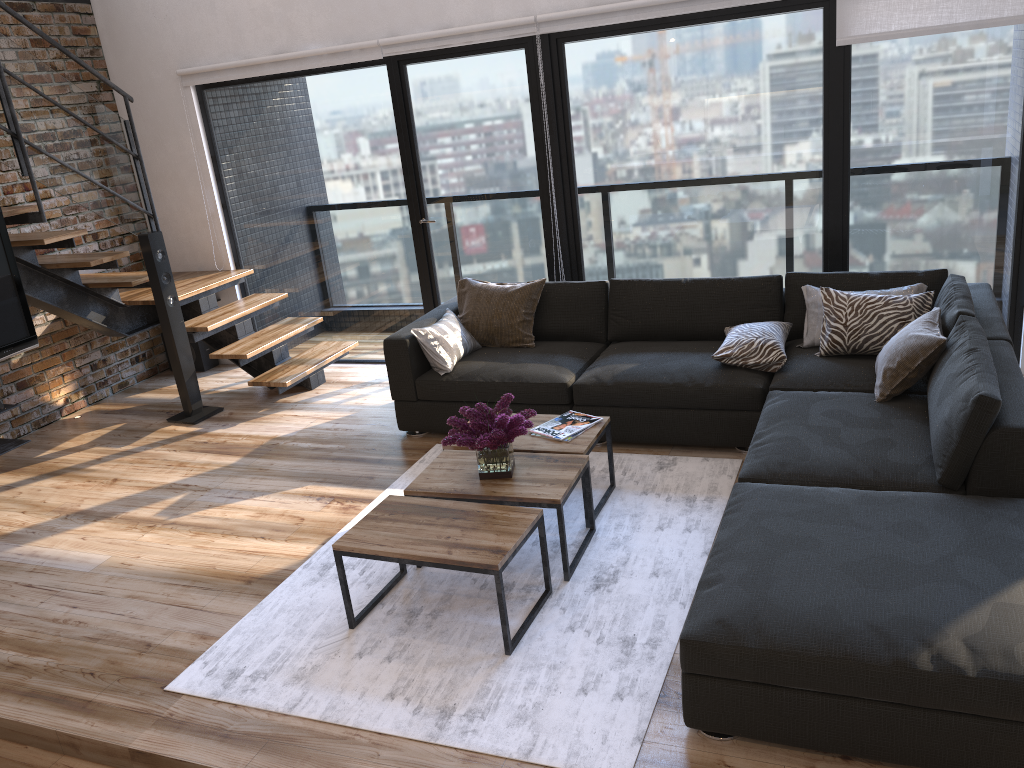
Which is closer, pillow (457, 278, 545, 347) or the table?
the table

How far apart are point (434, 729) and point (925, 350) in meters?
2.4 m

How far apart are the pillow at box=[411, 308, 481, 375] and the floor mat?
0.43m

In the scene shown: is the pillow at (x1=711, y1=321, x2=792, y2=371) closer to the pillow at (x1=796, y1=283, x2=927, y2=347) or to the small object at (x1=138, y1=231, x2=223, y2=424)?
the pillow at (x1=796, y1=283, x2=927, y2=347)

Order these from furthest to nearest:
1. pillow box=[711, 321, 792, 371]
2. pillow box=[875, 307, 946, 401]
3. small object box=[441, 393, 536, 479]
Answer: pillow box=[711, 321, 792, 371] < pillow box=[875, 307, 946, 401] < small object box=[441, 393, 536, 479]

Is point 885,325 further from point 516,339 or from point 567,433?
point 516,339

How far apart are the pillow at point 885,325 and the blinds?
1.34m

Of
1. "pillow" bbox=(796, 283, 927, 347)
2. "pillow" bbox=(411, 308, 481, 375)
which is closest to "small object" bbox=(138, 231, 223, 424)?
"pillow" bbox=(411, 308, 481, 375)

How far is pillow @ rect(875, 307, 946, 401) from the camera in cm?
362

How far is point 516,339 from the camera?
5.10m
